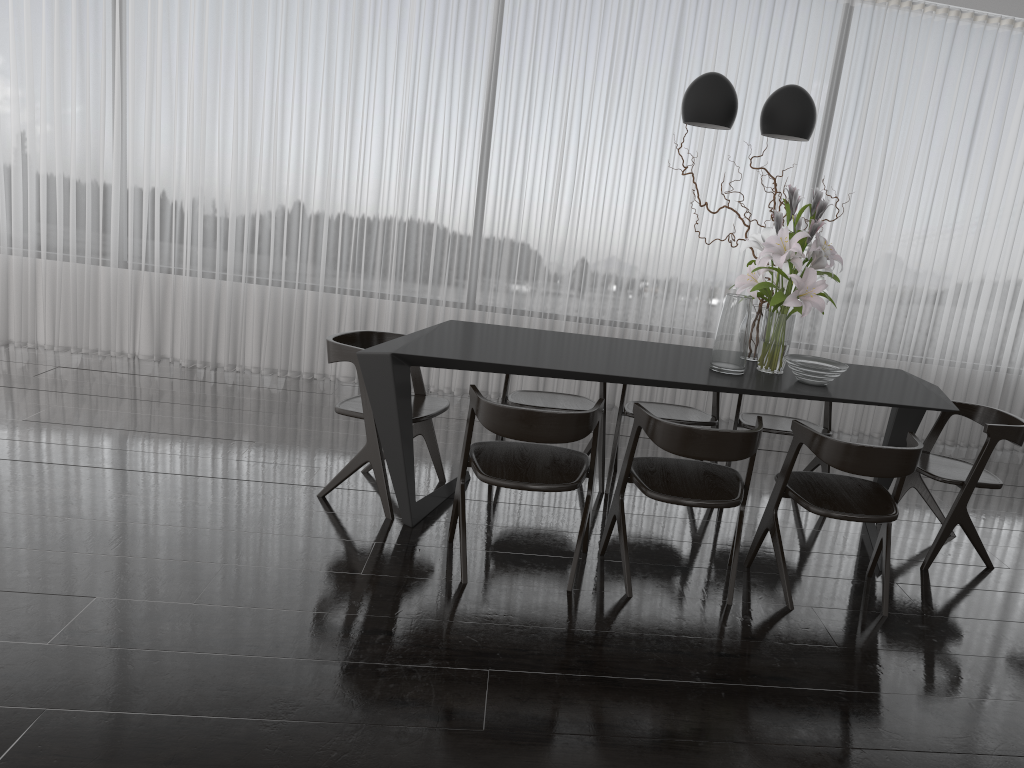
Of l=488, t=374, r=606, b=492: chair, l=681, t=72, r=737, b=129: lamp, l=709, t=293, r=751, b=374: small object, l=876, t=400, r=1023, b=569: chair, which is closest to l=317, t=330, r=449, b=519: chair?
l=488, t=374, r=606, b=492: chair

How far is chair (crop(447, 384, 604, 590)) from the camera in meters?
2.9 m

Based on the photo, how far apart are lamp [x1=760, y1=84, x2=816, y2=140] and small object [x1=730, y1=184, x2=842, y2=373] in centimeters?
21cm

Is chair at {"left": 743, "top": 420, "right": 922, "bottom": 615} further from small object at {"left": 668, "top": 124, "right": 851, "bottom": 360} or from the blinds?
the blinds

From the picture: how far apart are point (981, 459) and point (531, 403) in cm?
189

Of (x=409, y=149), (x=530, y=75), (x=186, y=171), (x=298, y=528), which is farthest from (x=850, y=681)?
(x=186, y=171)

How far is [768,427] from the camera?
4.12m

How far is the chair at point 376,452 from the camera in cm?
363

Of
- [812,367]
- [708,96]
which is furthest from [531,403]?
[708,96]

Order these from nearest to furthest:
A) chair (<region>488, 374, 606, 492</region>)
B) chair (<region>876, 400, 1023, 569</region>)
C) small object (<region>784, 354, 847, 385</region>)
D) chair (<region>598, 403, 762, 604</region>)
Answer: chair (<region>598, 403, 762, 604</region>), small object (<region>784, 354, 847, 385</region>), chair (<region>876, 400, 1023, 569</region>), chair (<region>488, 374, 606, 492</region>)
